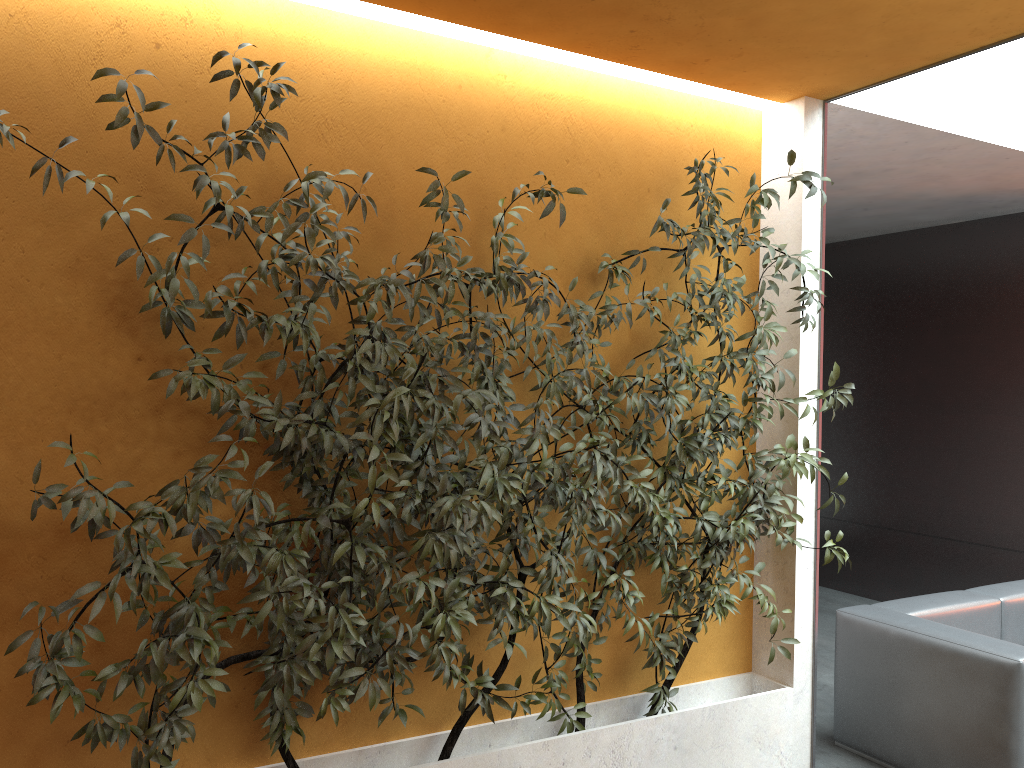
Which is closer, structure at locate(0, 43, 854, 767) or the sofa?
structure at locate(0, 43, 854, 767)

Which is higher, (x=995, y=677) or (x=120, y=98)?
(x=120, y=98)

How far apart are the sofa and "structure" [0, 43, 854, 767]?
0.6m

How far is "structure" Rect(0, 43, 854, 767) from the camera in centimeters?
246cm

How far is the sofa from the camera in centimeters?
356cm

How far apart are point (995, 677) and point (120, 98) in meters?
3.8 m

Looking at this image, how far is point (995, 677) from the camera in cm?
356

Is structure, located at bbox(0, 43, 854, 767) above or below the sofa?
above

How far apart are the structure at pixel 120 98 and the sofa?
0.64m
